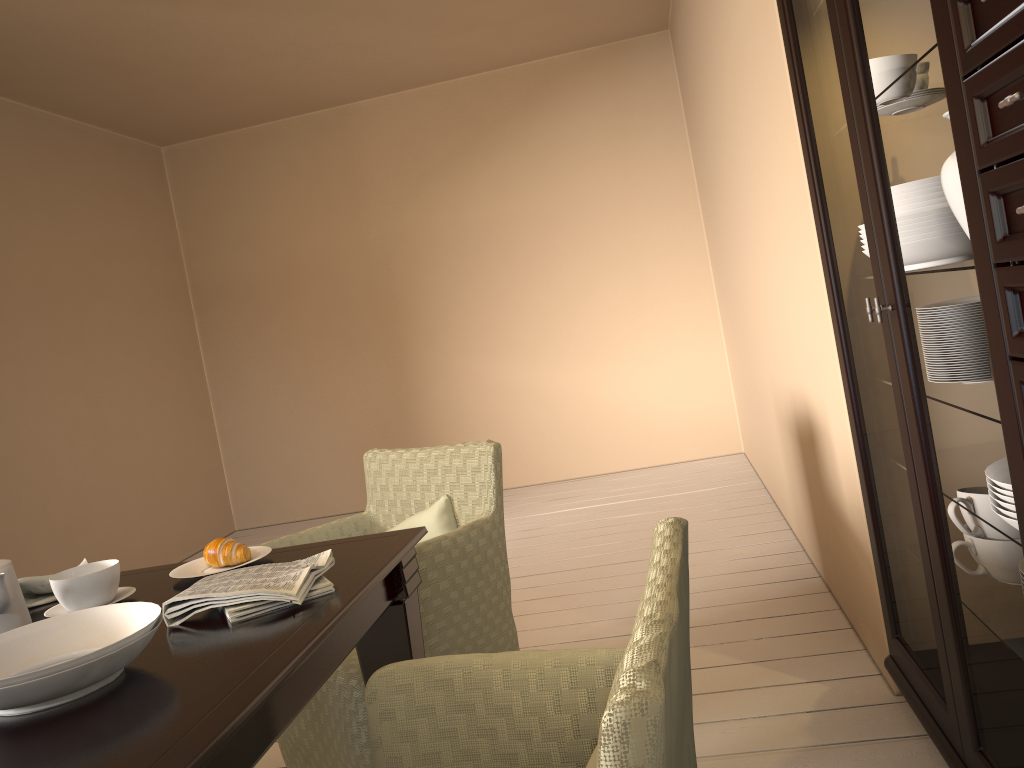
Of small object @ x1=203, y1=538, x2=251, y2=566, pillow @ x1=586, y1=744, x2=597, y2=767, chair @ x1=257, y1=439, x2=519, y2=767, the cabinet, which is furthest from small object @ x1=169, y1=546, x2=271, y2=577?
the cabinet

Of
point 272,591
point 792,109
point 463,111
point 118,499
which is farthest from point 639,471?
point 272,591

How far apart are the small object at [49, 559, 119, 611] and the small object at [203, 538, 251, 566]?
0.17m

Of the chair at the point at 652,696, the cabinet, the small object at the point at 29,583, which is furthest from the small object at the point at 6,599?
the cabinet

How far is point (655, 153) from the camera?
5.3m

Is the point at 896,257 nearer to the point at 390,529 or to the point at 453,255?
the point at 390,529

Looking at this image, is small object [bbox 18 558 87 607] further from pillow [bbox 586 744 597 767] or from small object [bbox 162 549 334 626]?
pillow [bbox 586 744 597 767]

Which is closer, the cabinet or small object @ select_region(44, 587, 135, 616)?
the cabinet

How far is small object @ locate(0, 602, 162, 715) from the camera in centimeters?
108cm

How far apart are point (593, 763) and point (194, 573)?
1.06m
